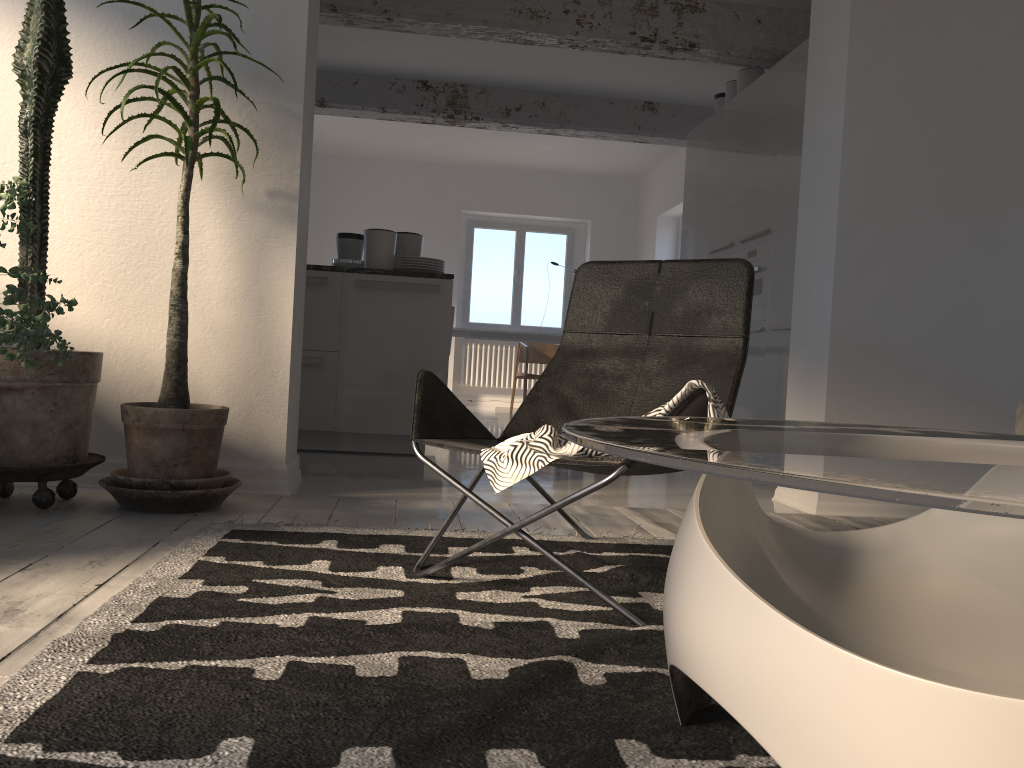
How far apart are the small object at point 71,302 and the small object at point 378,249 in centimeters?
208cm

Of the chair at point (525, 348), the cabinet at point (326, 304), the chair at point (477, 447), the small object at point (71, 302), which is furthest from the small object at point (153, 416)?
the chair at point (525, 348)

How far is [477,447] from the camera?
2.07m

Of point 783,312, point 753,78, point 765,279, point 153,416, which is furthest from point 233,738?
point 753,78

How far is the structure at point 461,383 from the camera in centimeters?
1091cm

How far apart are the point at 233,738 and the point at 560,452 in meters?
0.8 m

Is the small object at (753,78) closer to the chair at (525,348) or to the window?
the chair at (525,348)

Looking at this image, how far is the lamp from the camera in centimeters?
322cm

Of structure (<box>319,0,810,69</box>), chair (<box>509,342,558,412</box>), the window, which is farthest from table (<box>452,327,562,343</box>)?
structure (<box>319,0,810,69</box>)

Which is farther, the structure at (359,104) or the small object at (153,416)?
the structure at (359,104)
